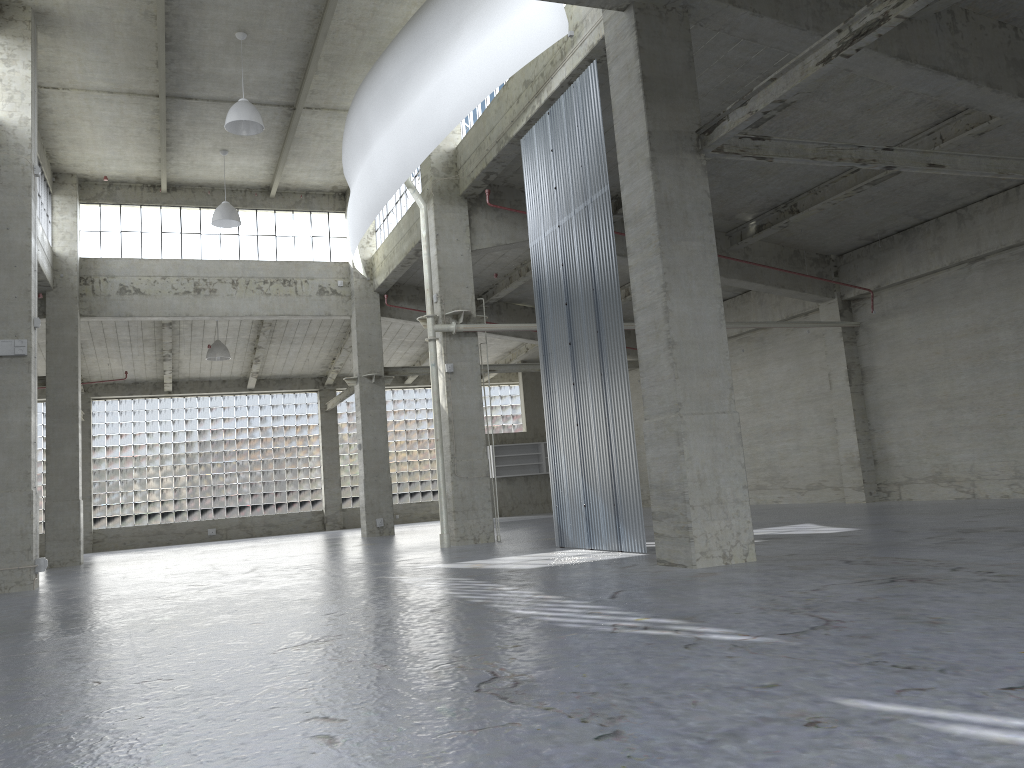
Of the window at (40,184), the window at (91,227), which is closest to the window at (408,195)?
the window at (91,227)

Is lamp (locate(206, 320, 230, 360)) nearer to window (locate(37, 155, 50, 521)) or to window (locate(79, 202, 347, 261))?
window (locate(79, 202, 347, 261))

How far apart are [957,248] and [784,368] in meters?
9.6 m

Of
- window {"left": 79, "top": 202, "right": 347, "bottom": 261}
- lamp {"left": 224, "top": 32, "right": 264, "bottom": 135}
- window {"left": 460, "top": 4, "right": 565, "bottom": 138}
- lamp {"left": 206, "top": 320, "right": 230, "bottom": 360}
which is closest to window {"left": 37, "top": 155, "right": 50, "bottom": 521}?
window {"left": 79, "top": 202, "right": 347, "bottom": 261}

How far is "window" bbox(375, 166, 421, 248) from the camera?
34.41m

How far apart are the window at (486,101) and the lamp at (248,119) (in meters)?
6.11

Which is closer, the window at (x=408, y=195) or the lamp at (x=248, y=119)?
the lamp at (x=248, y=119)

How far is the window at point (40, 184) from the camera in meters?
32.0 m

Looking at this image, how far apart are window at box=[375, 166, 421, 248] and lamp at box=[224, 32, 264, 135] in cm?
777

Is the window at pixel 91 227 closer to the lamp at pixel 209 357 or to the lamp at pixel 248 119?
the lamp at pixel 209 357
